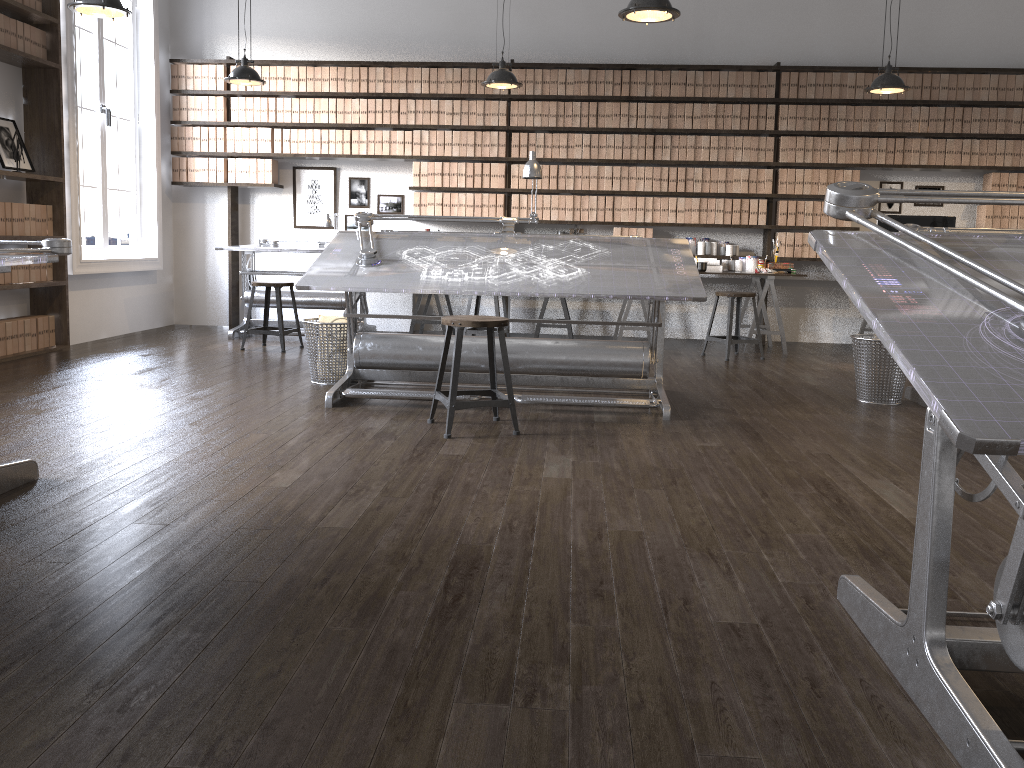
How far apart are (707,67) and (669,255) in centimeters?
345cm

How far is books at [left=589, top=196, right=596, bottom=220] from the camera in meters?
7.8

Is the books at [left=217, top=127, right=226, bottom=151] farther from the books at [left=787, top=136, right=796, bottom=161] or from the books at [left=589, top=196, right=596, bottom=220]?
the books at [left=787, top=136, right=796, bottom=161]

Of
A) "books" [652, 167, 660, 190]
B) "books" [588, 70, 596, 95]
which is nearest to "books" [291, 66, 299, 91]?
"books" [588, 70, 596, 95]

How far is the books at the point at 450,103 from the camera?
7.77m

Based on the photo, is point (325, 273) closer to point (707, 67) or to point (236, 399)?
point (236, 399)

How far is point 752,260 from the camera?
7.6 meters

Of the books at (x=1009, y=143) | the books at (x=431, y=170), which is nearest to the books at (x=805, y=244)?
the books at (x=1009, y=143)

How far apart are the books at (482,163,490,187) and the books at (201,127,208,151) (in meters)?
2.56

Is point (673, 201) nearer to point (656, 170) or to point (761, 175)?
point (656, 170)
